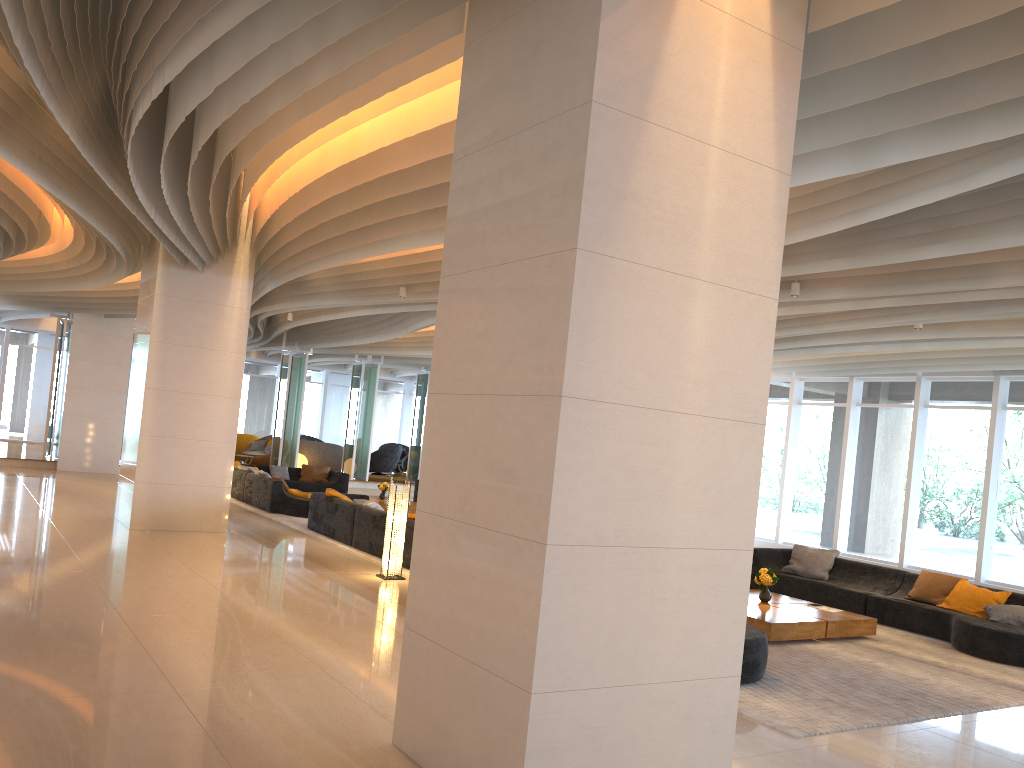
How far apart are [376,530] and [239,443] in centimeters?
1643cm

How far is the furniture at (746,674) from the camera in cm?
666

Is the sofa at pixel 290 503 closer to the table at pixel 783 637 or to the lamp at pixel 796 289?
the table at pixel 783 637

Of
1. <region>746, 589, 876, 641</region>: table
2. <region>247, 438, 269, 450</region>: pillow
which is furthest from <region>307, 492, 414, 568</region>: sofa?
<region>247, 438, 269, 450</region>: pillow

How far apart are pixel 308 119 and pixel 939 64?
4.75m

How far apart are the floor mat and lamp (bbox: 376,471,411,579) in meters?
0.4 m

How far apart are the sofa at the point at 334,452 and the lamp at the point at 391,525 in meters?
16.3

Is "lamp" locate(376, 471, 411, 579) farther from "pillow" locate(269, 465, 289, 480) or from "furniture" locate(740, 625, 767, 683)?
"pillow" locate(269, 465, 289, 480)

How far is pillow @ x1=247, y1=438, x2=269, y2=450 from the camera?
25.7 meters

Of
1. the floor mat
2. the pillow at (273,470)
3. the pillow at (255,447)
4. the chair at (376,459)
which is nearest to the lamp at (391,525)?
the floor mat
